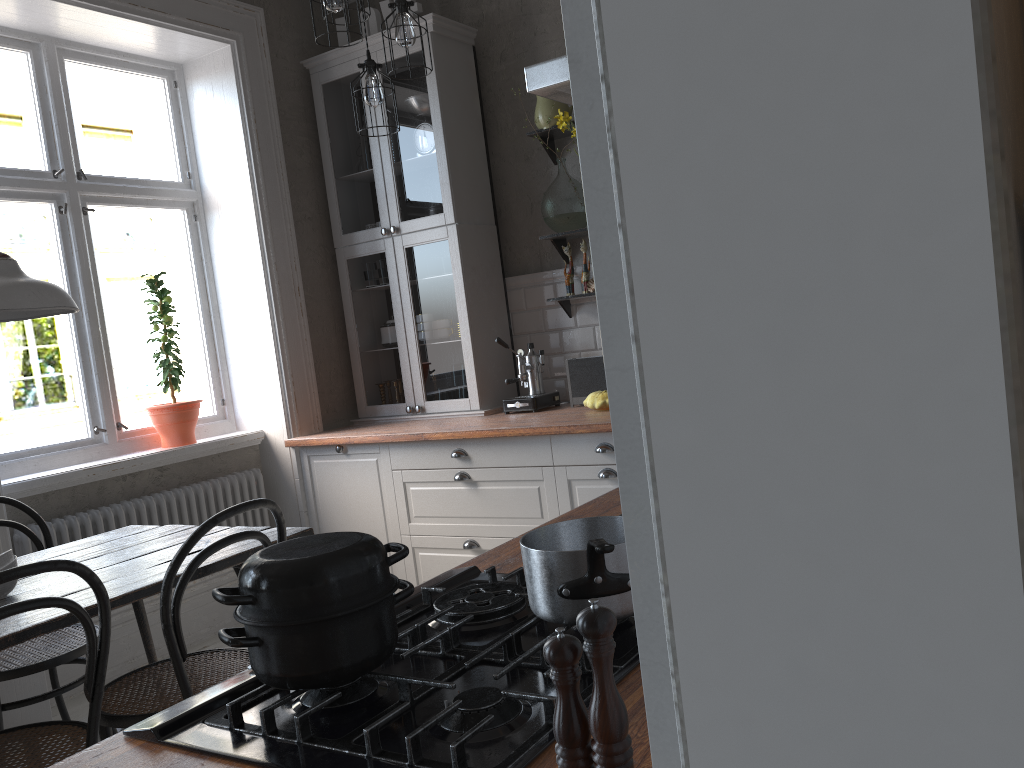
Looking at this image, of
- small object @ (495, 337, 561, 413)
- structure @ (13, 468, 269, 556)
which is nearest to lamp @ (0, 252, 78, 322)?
structure @ (13, 468, 269, 556)

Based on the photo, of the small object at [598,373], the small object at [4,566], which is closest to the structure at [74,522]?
the small object at [4,566]

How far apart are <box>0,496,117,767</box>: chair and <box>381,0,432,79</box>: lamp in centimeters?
207cm

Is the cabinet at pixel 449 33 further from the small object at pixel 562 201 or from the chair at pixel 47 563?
the chair at pixel 47 563

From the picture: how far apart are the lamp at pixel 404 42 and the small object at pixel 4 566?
1.9 meters

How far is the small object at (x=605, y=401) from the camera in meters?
3.7

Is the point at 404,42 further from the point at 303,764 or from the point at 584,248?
the point at 303,764

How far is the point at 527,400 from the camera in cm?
412

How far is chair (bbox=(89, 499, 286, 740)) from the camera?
2.1m

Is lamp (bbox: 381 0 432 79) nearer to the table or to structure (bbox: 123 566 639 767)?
the table
